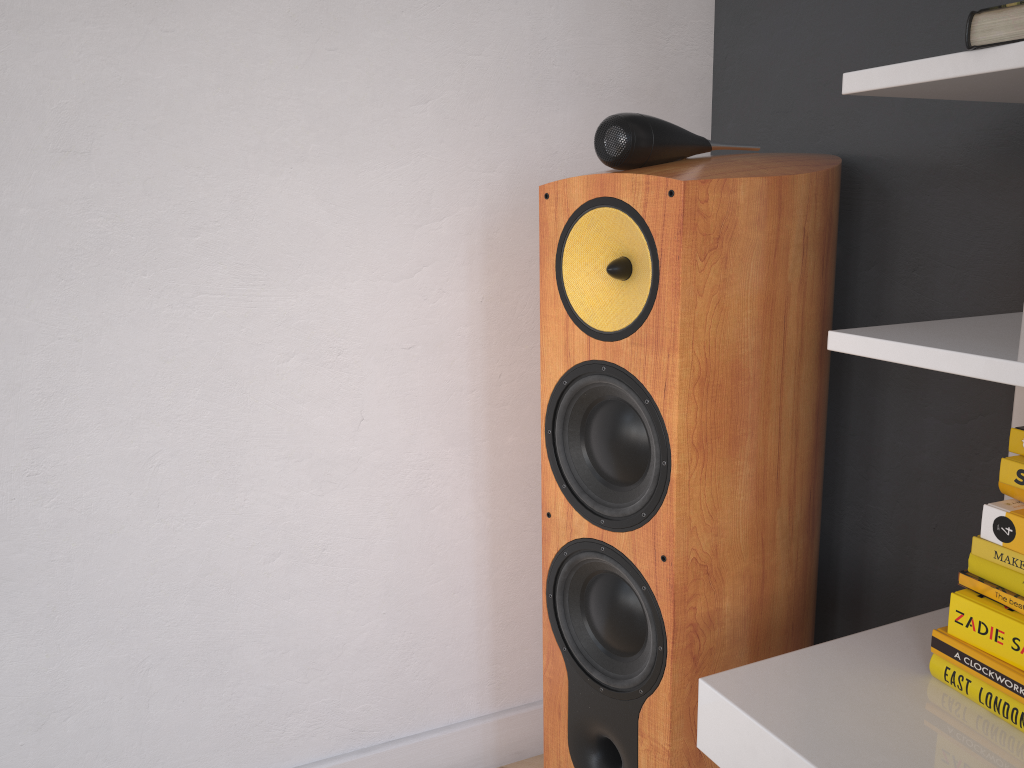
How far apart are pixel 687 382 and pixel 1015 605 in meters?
0.4 m

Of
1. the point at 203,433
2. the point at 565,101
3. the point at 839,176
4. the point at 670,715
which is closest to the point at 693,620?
the point at 670,715

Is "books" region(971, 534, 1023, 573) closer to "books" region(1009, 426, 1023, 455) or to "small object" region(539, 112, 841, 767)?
"books" region(1009, 426, 1023, 455)

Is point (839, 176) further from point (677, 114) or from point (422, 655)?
point (422, 655)

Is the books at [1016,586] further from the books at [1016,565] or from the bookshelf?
the bookshelf

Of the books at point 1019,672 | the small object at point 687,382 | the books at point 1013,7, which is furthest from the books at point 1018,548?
the books at point 1013,7

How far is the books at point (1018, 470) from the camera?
0.8m

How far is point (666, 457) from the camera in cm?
104

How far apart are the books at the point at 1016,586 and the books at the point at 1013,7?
0.5 meters

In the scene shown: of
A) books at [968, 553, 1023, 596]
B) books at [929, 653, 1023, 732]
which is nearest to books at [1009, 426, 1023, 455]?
books at [968, 553, 1023, 596]
